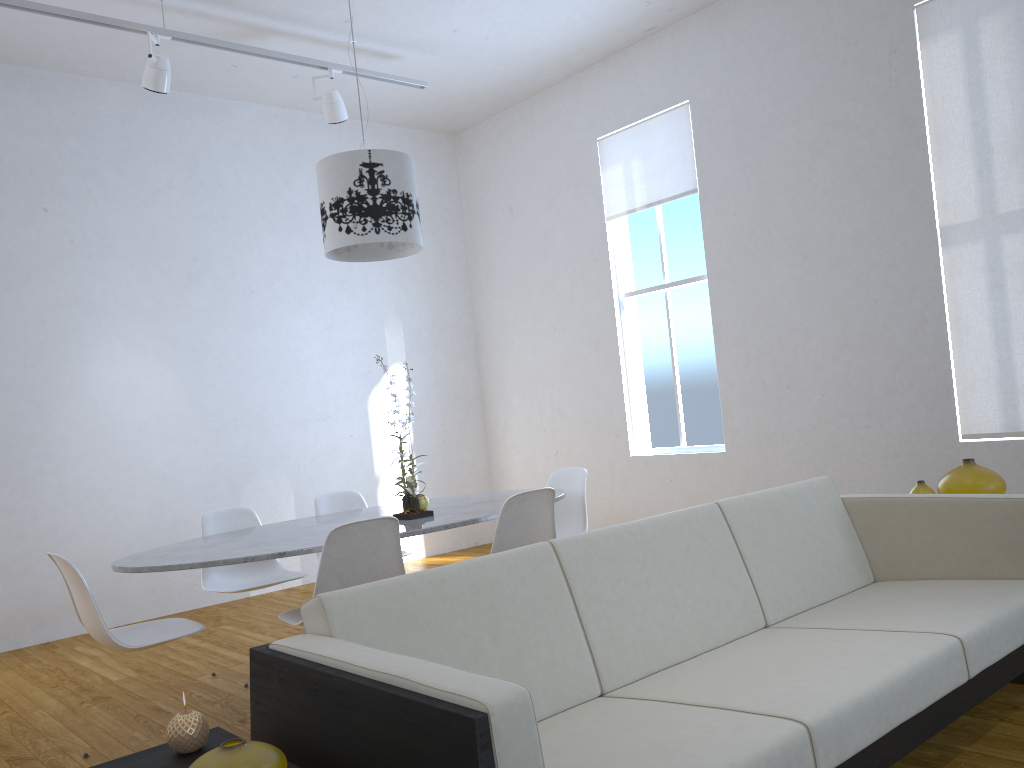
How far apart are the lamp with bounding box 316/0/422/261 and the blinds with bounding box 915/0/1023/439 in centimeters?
254cm

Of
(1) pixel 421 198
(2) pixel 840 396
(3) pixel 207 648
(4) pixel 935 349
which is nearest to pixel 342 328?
(1) pixel 421 198

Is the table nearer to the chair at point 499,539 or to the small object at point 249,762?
the chair at point 499,539

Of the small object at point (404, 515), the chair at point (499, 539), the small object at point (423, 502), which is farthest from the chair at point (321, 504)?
the chair at point (499, 539)

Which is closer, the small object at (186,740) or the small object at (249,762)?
the small object at (249,762)

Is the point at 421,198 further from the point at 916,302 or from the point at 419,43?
the point at 916,302

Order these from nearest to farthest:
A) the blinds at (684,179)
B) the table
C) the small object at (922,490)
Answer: the table, the small object at (922,490), the blinds at (684,179)

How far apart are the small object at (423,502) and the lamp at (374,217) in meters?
1.1

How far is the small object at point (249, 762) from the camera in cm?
124

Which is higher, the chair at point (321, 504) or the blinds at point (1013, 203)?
the blinds at point (1013, 203)
